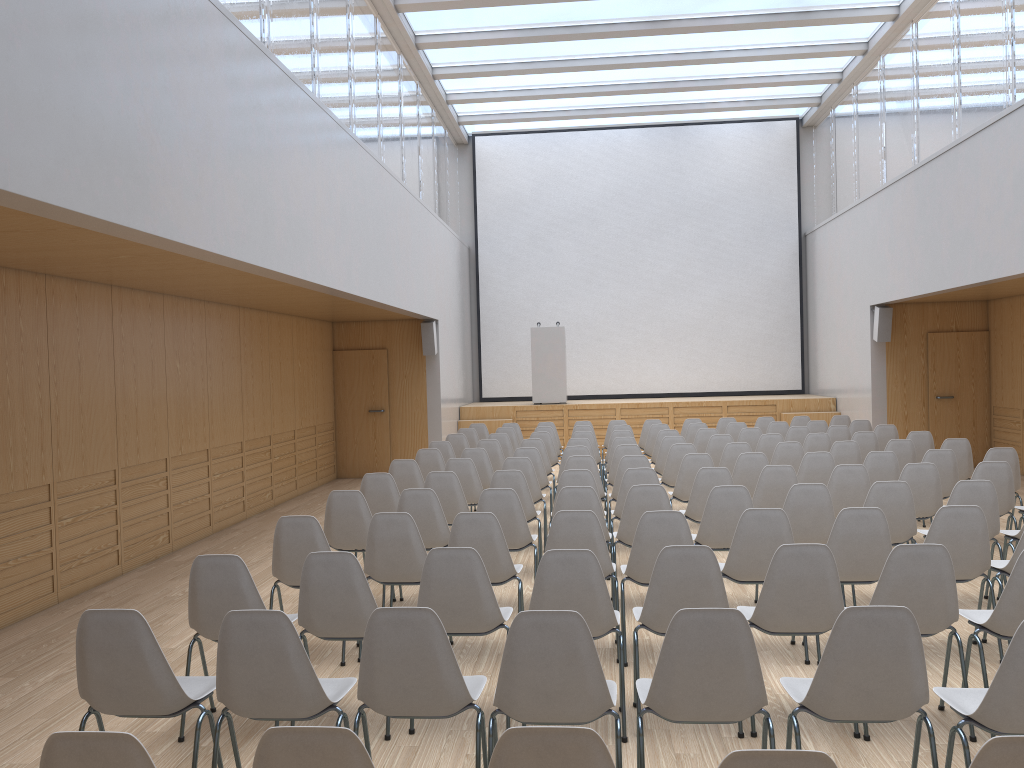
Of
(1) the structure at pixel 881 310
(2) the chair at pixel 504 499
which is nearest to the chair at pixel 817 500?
(2) the chair at pixel 504 499

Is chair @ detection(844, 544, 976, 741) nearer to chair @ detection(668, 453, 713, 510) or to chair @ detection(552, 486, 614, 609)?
chair @ detection(552, 486, 614, 609)

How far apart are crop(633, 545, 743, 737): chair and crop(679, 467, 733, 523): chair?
2.6 meters

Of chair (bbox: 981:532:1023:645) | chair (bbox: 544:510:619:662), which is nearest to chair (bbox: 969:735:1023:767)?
chair (bbox: 544:510:619:662)

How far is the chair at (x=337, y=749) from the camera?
2.0 meters

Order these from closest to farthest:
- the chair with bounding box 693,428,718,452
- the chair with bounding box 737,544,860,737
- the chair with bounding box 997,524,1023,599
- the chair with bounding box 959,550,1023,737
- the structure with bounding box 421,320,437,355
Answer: the chair with bounding box 959,550,1023,737
the chair with bounding box 737,544,860,737
the chair with bounding box 997,524,1023,599
the chair with bounding box 693,428,718,452
the structure with bounding box 421,320,437,355

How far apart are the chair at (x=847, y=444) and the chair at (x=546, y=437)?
3.5 meters

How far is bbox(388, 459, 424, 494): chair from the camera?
8.08m

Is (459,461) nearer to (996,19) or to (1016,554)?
(1016,554)

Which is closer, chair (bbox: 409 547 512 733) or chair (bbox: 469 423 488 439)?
chair (bbox: 409 547 512 733)
